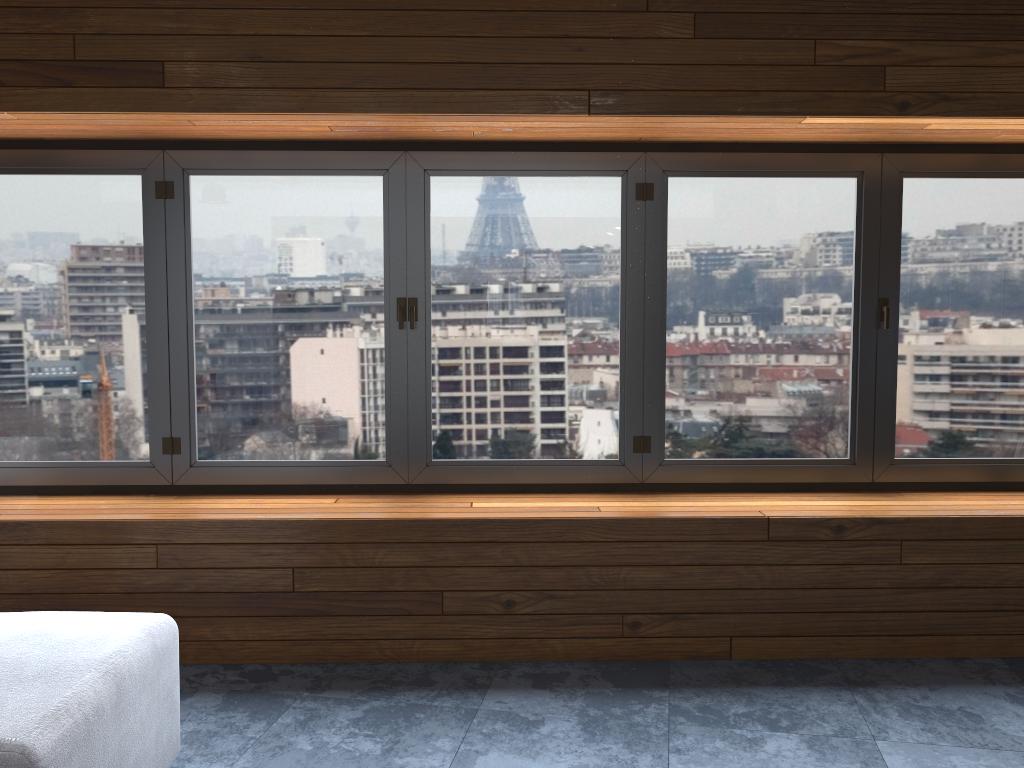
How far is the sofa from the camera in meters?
1.8

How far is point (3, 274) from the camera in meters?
3.6

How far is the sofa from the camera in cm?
179

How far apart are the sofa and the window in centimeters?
121cm

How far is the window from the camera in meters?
3.6

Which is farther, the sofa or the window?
the window

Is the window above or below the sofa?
above

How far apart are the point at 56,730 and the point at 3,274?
2.38m

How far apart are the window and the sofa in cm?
121
